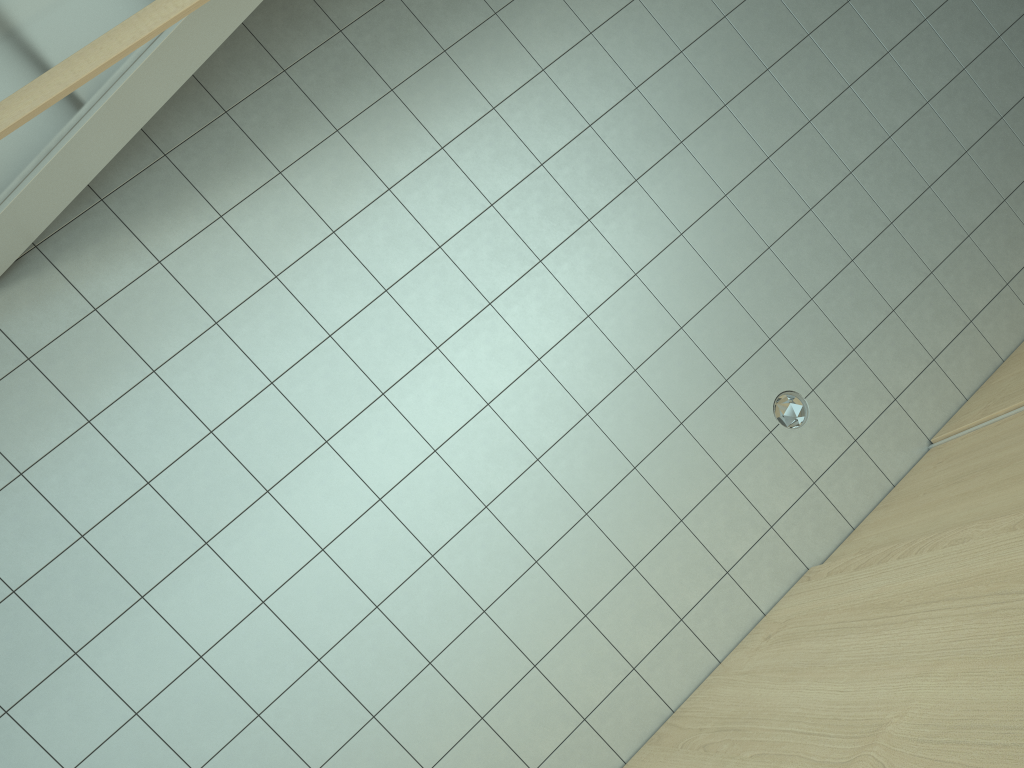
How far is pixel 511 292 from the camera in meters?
4.1

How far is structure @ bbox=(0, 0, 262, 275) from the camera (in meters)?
2.84

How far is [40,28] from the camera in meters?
2.8

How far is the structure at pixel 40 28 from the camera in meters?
2.8 m
